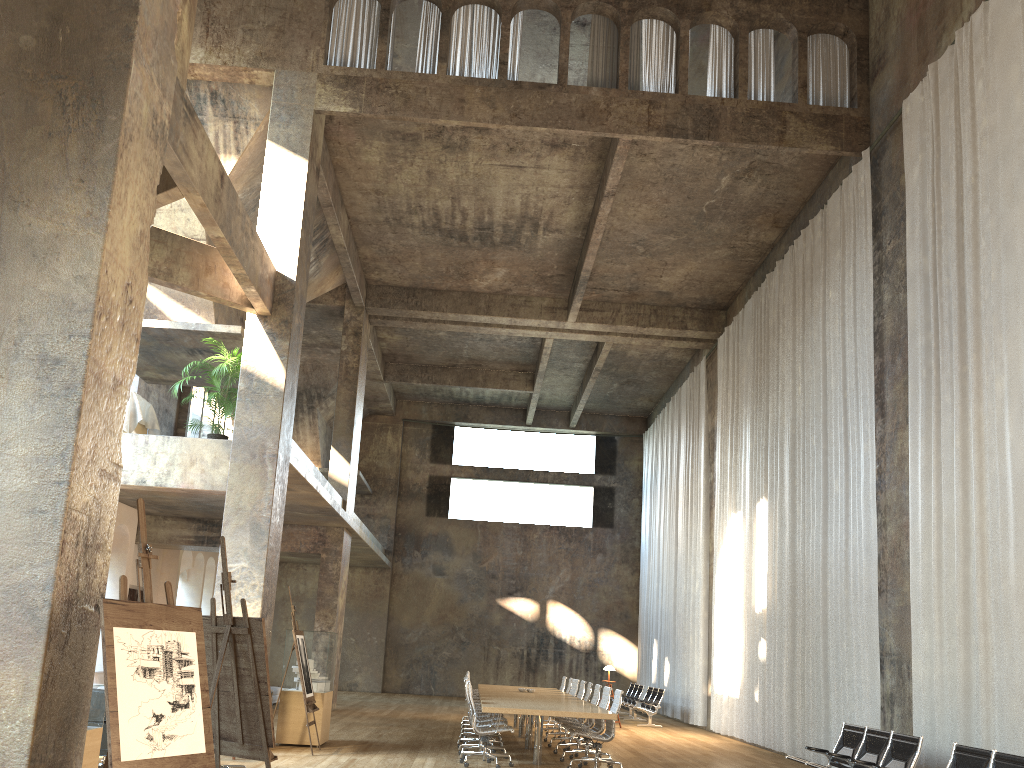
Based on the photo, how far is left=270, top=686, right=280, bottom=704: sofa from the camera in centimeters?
1860cm

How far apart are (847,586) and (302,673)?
7.2m

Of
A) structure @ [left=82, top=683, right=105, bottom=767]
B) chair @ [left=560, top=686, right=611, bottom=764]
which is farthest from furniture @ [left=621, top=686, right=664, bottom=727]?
structure @ [left=82, top=683, right=105, bottom=767]

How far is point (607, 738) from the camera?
10.45m

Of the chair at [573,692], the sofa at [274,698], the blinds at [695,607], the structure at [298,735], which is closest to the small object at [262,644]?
the structure at [298,735]

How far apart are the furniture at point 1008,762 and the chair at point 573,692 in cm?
822

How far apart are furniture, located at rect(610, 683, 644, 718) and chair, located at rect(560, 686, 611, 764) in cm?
1032

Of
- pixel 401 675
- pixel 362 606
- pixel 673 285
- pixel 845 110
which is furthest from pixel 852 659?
pixel 362 606

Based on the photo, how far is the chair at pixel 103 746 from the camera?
7.3m

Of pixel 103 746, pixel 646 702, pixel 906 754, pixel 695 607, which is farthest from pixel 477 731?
pixel 695 607
